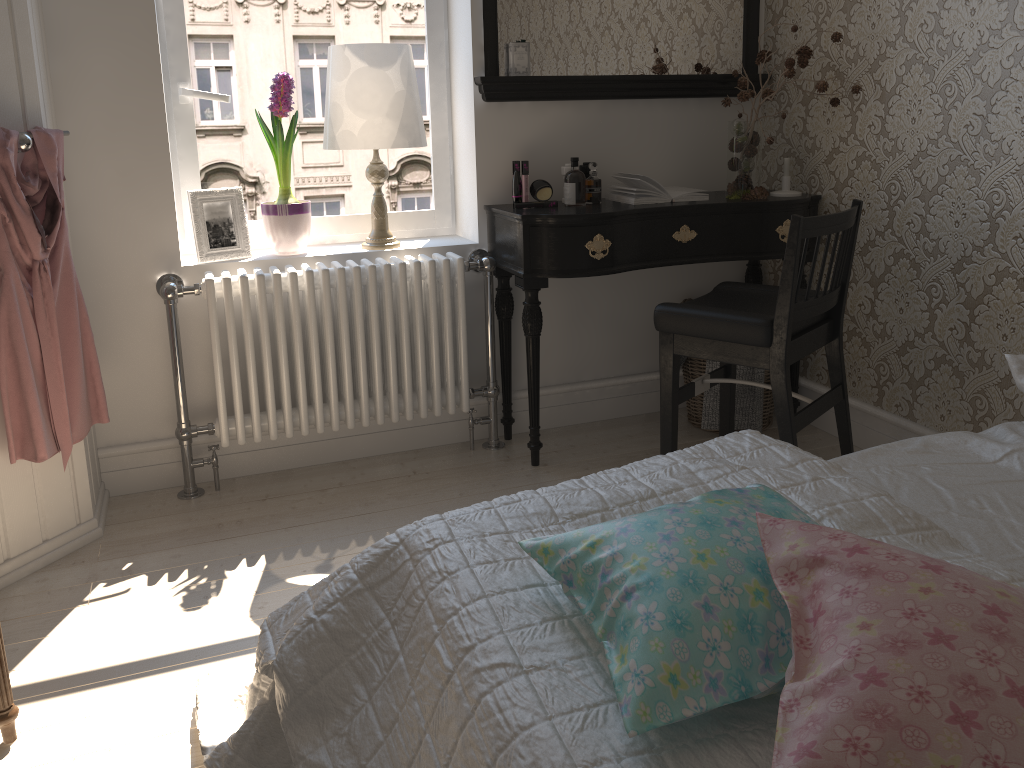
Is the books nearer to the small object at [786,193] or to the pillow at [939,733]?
the small object at [786,193]

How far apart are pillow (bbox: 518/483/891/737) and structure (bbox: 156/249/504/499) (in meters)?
1.66

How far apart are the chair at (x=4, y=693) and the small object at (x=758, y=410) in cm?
218

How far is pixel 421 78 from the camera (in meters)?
3.00

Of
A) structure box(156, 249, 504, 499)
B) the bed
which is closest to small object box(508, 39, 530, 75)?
structure box(156, 249, 504, 499)

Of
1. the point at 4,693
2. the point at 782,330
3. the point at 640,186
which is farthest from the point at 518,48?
the point at 4,693

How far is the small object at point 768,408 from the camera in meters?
3.1 m

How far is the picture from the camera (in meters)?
2.68

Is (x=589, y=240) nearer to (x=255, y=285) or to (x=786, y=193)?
(x=786, y=193)

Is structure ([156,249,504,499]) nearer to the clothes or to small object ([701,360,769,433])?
the clothes
